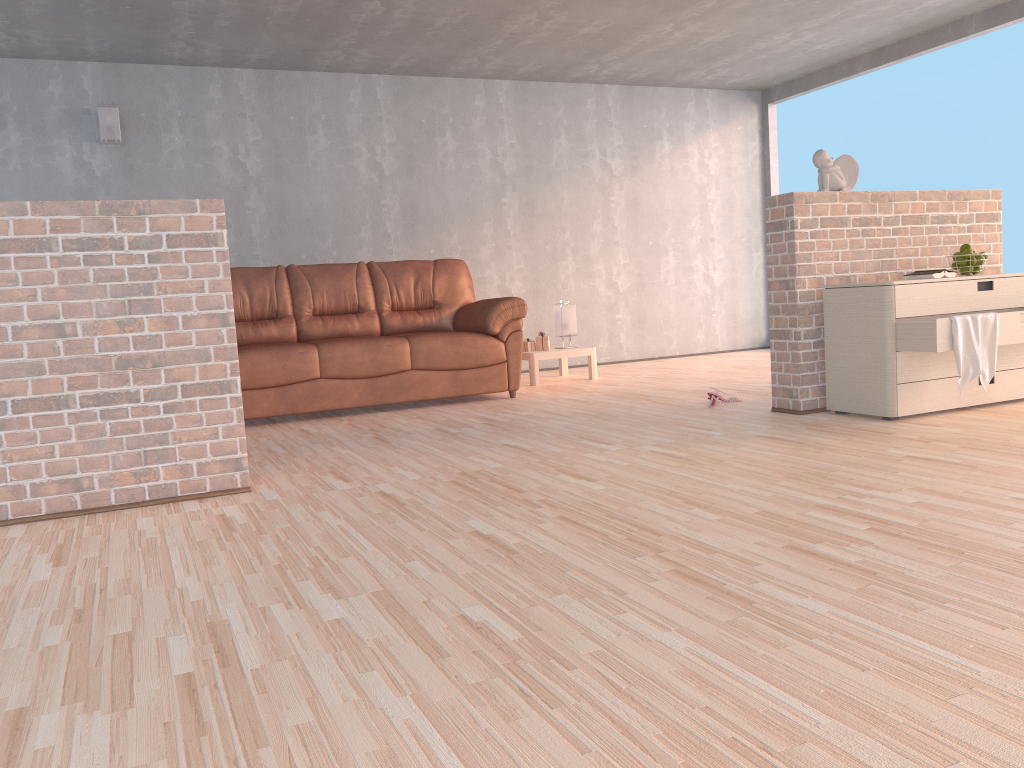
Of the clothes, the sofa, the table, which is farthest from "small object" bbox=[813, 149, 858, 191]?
the table

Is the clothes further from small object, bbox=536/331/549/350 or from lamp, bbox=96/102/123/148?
lamp, bbox=96/102/123/148

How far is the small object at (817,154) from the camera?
4.31m

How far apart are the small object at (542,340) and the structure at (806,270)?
2.5 meters

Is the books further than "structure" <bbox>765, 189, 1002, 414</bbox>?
No

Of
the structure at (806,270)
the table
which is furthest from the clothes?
the table

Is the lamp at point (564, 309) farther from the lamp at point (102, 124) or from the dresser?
the lamp at point (102, 124)

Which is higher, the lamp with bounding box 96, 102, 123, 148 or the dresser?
the lamp with bounding box 96, 102, 123, 148

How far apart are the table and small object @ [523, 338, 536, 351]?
0.14m

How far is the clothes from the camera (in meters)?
3.71
